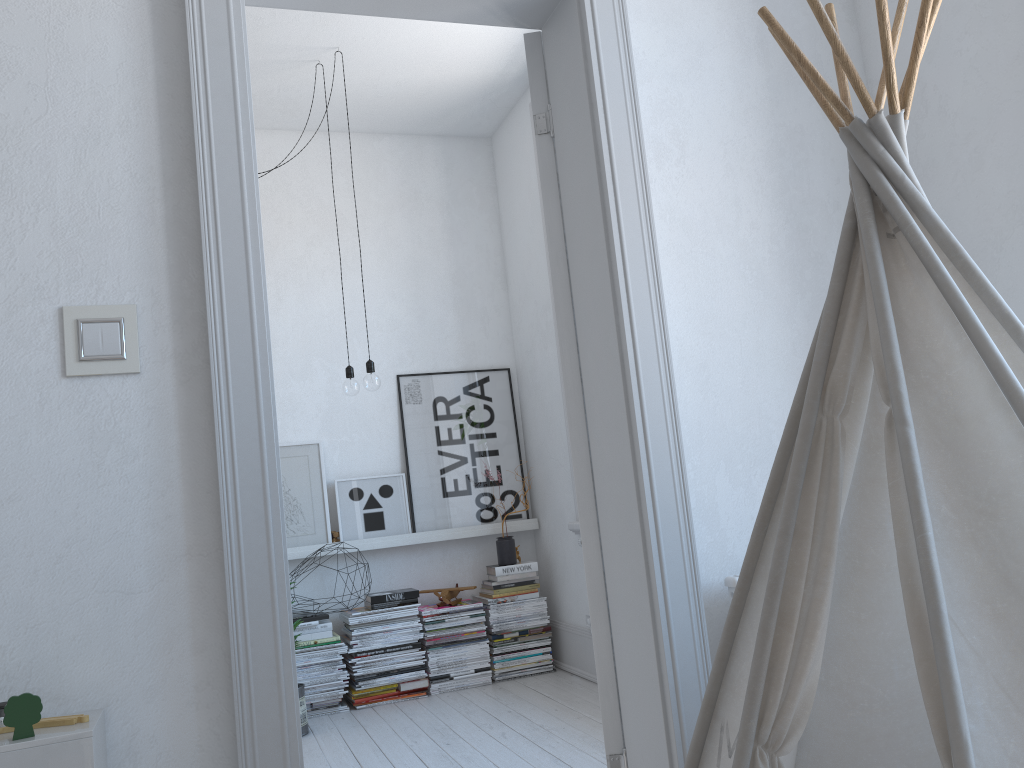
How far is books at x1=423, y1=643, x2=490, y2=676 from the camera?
4.2 meters

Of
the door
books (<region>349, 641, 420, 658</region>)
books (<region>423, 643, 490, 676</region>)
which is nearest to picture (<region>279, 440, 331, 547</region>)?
books (<region>349, 641, 420, 658</region>)

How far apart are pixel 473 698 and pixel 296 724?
2.6 meters

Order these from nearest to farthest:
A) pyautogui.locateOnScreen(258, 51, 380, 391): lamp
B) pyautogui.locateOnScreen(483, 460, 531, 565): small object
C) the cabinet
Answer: the cabinet, pyautogui.locateOnScreen(258, 51, 380, 391): lamp, pyautogui.locateOnScreen(483, 460, 531, 565): small object

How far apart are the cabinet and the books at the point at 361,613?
2.7m

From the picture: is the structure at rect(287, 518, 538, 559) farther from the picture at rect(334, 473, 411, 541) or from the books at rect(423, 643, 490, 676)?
the books at rect(423, 643, 490, 676)

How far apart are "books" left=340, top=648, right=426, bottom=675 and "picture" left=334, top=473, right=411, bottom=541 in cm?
57

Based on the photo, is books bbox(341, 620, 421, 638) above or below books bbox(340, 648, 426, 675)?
above

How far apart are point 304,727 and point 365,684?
0.4m

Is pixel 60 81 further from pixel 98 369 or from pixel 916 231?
pixel 916 231
